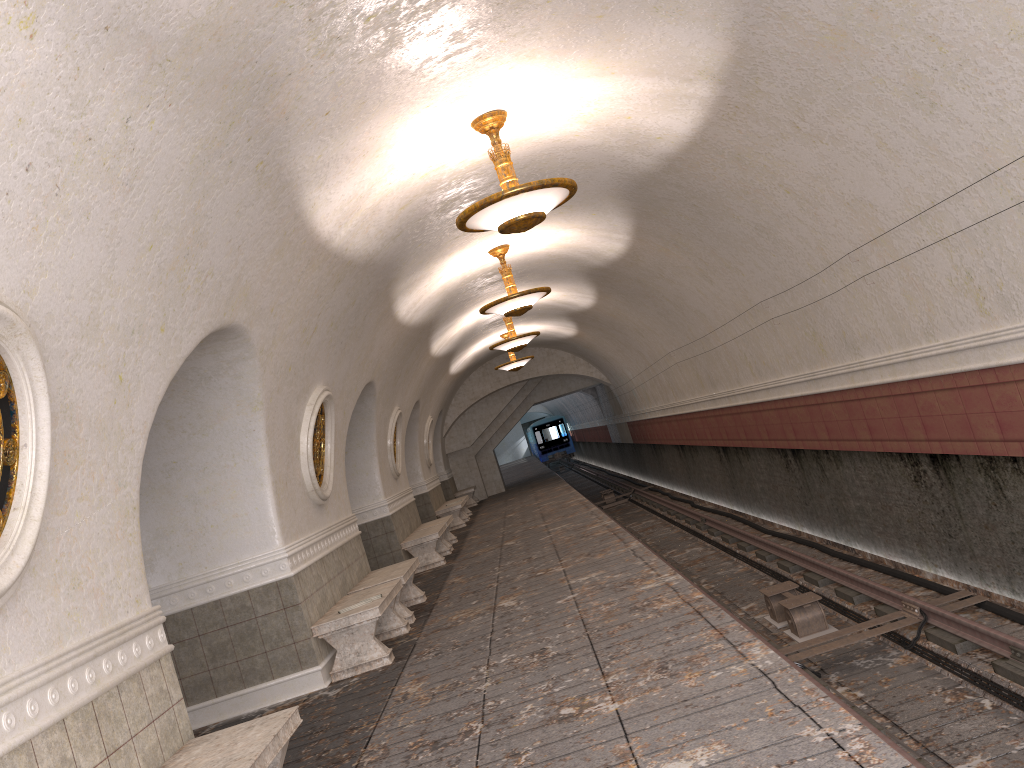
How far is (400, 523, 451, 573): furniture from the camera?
13.6m

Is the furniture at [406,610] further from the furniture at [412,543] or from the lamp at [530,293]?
the lamp at [530,293]

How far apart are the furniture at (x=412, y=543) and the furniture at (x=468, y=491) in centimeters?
1095cm

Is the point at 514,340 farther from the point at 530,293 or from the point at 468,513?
the point at 468,513

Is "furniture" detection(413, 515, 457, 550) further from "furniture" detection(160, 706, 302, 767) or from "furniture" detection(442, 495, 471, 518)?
"furniture" detection(160, 706, 302, 767)

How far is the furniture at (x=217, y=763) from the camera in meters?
4.1

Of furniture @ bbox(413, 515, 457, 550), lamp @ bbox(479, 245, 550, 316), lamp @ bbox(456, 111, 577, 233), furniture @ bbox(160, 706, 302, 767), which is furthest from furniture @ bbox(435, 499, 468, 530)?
furniture @ bbox(160, 706, 302, 767)

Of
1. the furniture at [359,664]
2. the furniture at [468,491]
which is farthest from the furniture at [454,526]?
the furniture at [359,664]

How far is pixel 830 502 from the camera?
11.1 meters

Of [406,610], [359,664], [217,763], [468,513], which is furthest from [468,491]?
[217,763]
